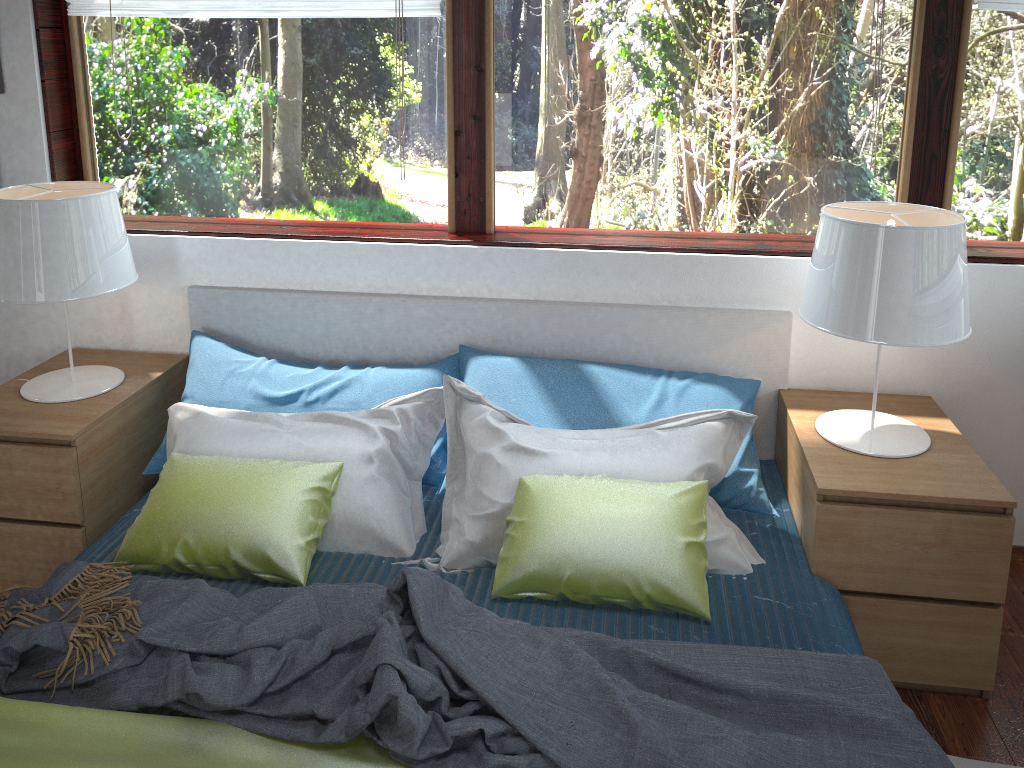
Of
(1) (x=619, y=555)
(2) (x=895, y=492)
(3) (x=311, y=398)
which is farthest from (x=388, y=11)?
(2) (x=895, y=492)

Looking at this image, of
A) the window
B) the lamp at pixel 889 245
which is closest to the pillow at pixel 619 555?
the lamp at pixel 889 245

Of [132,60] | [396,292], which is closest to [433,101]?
[396,292]

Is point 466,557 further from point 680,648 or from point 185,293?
point 185,293

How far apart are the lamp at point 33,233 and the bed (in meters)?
0.24

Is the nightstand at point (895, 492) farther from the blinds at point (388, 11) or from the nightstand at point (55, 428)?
the nightstand at point (55, 428)

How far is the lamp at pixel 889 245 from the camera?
2.00m

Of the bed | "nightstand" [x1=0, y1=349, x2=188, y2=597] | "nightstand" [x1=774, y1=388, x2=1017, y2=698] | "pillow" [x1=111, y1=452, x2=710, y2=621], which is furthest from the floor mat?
"nightstand" [x1=0, y1=349, x2=188, y2=597]

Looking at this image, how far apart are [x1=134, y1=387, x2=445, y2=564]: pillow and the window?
0.6 meters

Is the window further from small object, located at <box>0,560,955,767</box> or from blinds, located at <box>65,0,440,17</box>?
small object, located at <box>0,560,955,767</box>
